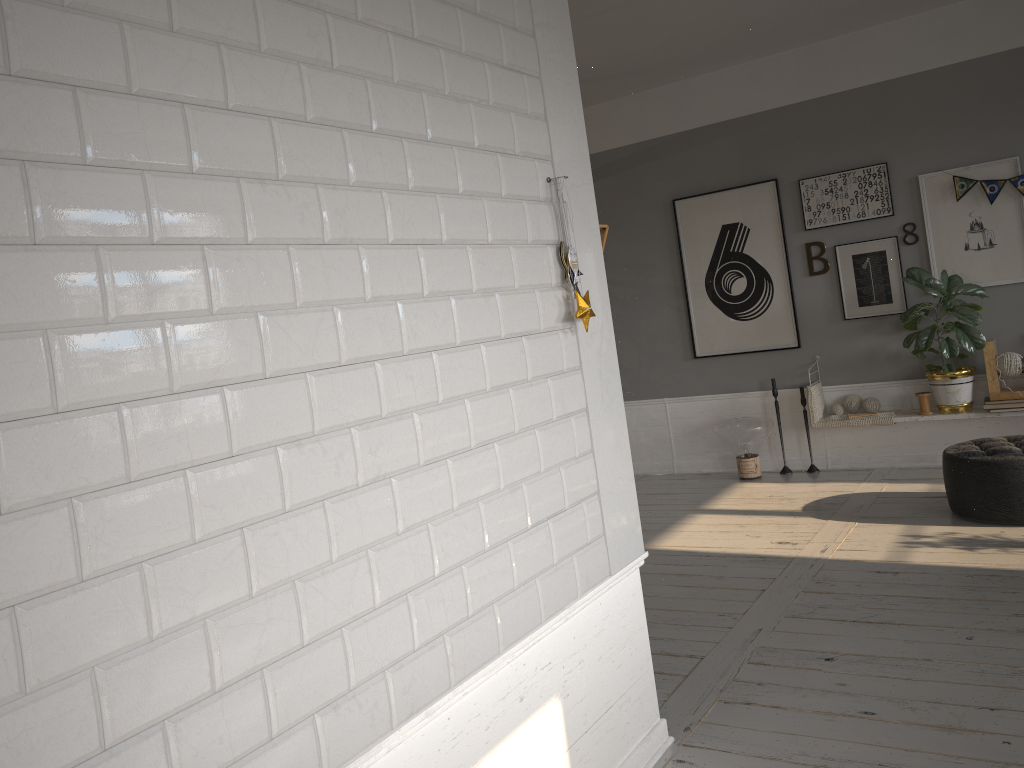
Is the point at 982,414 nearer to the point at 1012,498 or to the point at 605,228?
the point at 1012,498

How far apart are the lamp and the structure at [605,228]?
3.72m

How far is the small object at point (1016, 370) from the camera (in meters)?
5.45

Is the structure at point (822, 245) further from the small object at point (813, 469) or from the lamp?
the small object at point (813, 469)

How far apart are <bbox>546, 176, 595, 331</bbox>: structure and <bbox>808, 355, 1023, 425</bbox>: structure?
4.10m

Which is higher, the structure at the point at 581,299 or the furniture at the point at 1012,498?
the structure at the point at 581,299

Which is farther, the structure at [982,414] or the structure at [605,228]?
the structure at [982,414]

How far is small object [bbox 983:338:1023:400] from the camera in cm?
545

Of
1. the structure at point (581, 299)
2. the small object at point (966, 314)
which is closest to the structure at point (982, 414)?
the small object at point (966, 314)

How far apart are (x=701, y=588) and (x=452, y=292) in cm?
268
